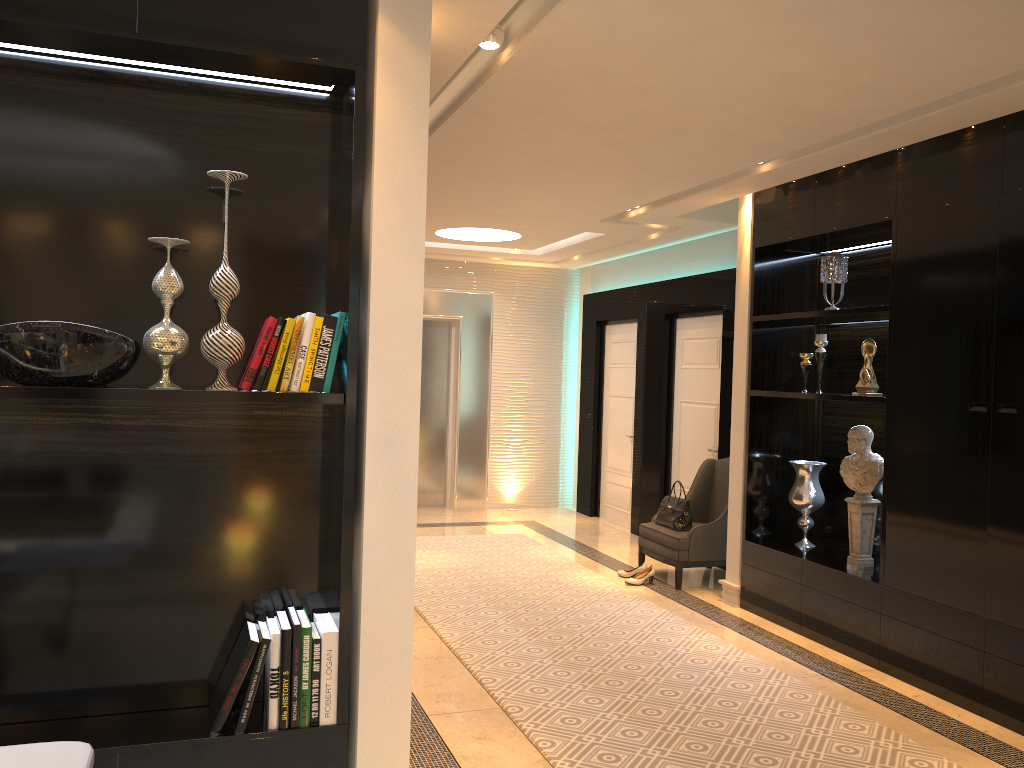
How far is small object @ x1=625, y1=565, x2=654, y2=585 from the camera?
6.2m

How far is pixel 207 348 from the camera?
2.47m

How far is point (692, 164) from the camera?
4.8 meters

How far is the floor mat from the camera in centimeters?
350cm

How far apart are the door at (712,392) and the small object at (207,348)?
5.2m

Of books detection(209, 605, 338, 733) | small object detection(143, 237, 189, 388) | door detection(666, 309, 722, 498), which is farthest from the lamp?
door detection(666, 309, 722, 498)

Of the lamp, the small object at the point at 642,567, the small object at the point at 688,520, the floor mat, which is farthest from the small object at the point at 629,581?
the lamp

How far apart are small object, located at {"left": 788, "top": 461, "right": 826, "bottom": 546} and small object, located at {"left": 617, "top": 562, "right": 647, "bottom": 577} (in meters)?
1.25

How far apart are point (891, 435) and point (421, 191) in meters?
3.0 m

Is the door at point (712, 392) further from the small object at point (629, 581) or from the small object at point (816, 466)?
the small object at point (816, 466)
